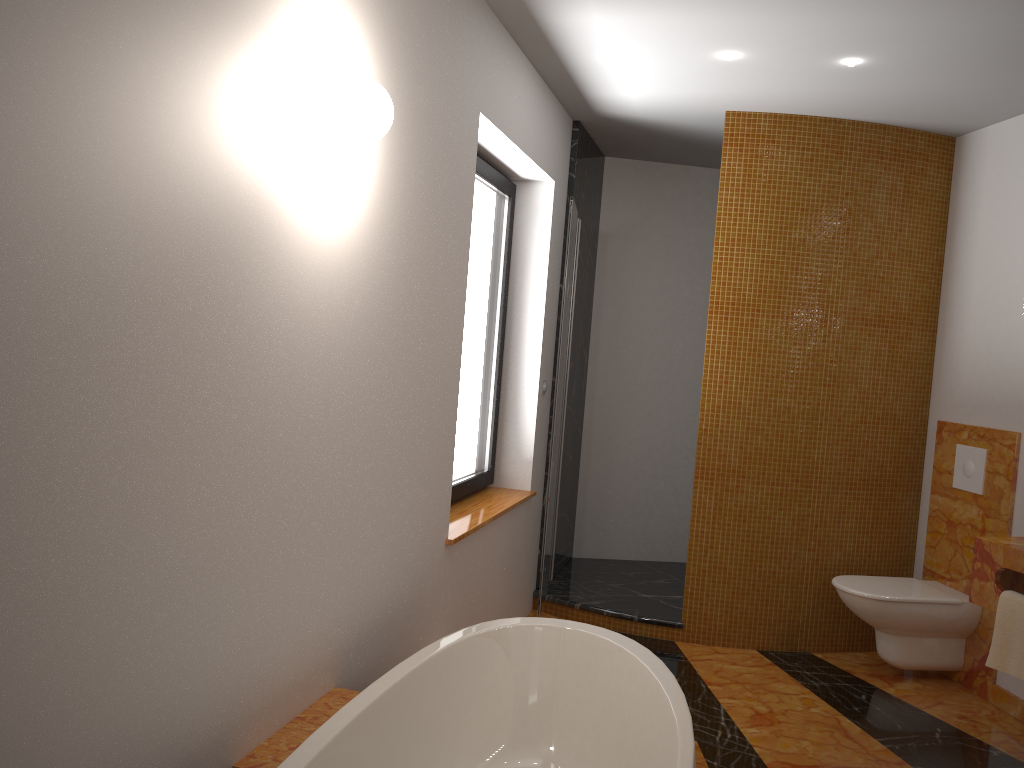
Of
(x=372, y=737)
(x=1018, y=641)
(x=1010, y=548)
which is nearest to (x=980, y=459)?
(x=1010, y=548)

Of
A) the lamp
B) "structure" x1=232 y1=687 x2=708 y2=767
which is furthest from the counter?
the lamp

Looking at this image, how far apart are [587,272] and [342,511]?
3.0m

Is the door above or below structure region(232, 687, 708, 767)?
above

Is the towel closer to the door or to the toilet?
the toilet

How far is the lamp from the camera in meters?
3.3

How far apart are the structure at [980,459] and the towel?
1.0m

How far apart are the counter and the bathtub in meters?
1.3 m

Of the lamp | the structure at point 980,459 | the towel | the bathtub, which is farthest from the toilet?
the lamp

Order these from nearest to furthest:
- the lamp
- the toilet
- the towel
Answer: the towel → the lamp → the toilet
